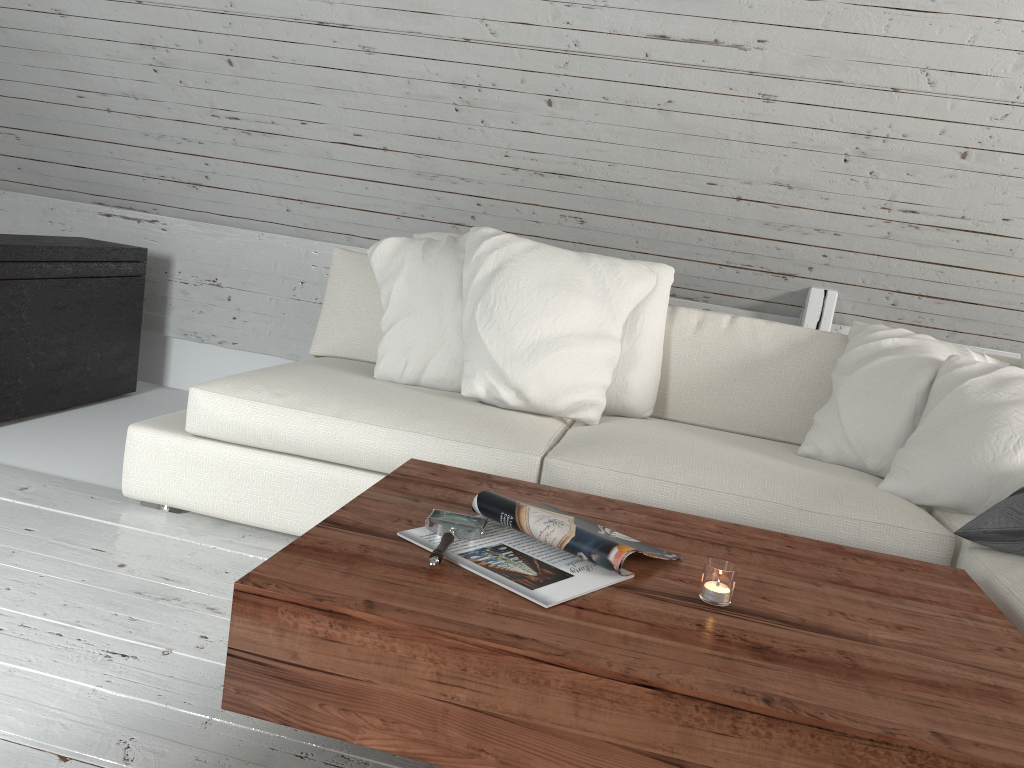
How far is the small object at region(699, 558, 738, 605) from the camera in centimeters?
129cm

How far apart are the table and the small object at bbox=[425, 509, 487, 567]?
0.02m

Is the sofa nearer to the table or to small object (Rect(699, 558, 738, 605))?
the table

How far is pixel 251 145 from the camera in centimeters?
325cm

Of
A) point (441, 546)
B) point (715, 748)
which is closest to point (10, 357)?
point (441, 546)

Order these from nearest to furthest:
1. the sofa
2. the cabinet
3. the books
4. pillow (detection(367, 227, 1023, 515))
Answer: the books, the sofa, pillow (detection(367, 227, 1023, 515)), the cabinet

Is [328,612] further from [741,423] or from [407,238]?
[741,423]

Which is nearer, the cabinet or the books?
the books

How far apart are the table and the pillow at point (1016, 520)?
0.2 meters

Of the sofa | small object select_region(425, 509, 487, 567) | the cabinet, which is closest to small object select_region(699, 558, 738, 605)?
small object select_region(425, 509, 487, 567)
